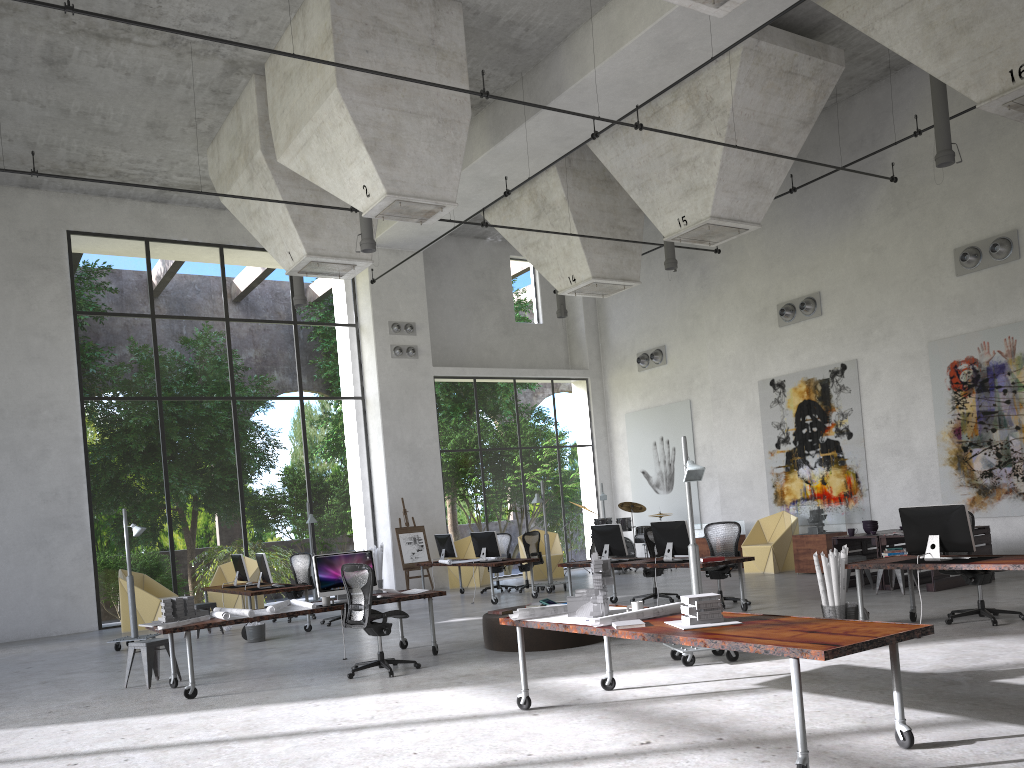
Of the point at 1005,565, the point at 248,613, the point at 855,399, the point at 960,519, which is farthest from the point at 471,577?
the point at 1005,565

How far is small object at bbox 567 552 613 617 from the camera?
6.4m

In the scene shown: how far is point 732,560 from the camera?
11.1 meters

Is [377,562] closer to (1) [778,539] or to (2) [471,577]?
(2) [471,577]

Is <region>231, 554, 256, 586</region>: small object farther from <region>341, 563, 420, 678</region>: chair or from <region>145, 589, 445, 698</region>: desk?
Answer: <region>341, 563, 420, 678</region>: chair

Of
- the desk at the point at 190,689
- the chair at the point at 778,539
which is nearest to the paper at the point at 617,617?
the desk at the point at 190,689

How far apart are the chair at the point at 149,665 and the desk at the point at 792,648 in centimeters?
463cm

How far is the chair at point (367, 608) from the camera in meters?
8.8

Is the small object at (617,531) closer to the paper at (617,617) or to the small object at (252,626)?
the small object at (252,626)

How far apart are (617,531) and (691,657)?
4.8 meters
